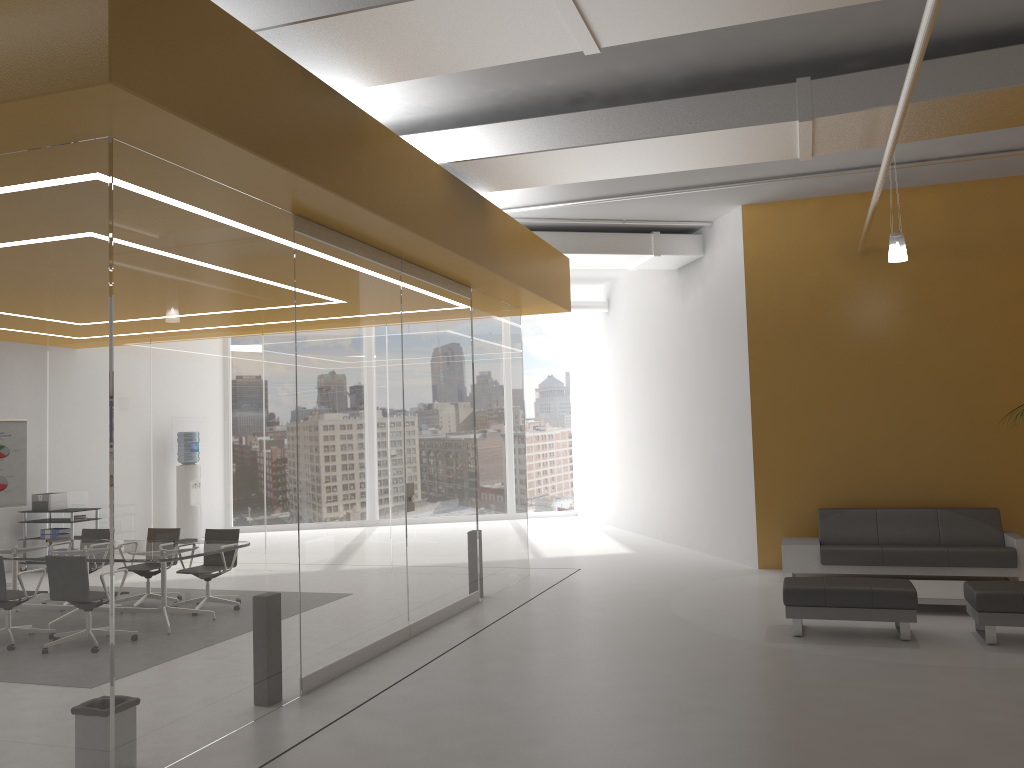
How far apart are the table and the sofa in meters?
0.6 m

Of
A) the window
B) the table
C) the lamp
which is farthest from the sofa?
the window

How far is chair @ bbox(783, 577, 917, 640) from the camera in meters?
7.0

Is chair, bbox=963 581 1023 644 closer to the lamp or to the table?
the table

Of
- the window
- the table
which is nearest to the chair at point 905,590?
the table

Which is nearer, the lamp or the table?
the table

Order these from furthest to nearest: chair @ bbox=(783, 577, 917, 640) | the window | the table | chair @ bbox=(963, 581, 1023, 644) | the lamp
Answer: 1. the window
2. the lamp
3. the table
4. chair @ bbox=(783, 577, 917, 640)
5. chair @ bbox=(963, 581, 1023, 644)

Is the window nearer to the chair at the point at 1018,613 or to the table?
the table

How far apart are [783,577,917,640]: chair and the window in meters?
11.2 m

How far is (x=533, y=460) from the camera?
18.60m
